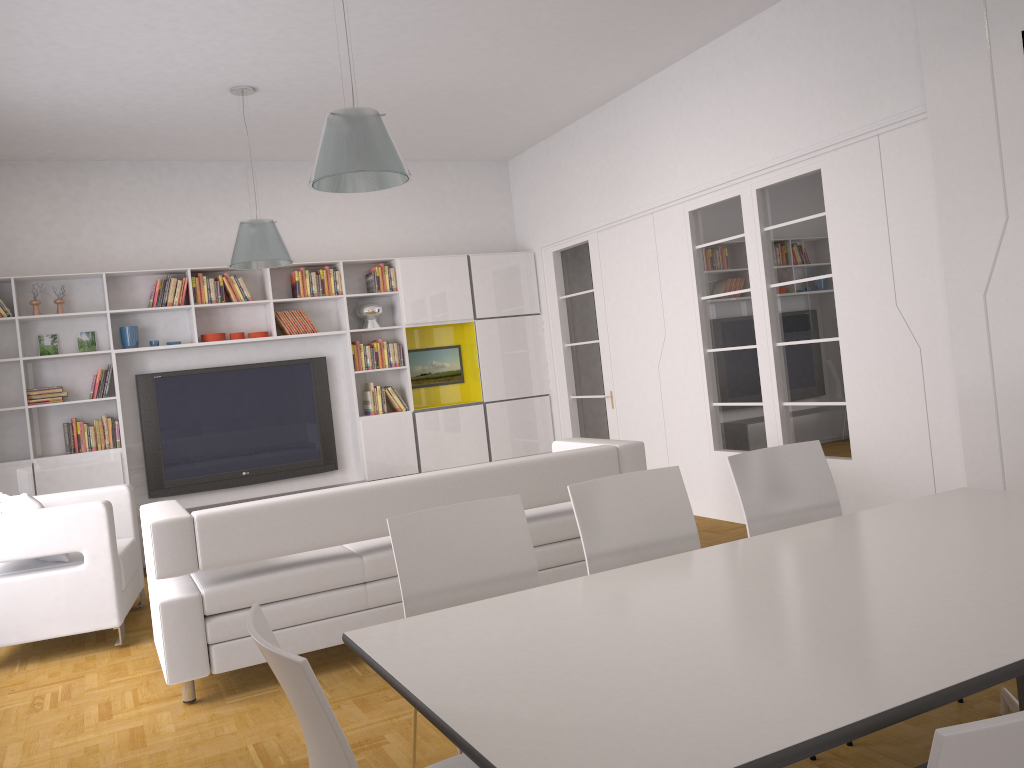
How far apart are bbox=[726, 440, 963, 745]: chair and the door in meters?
4.4

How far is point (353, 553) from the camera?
4.4m

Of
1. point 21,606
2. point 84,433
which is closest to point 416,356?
point 84,433

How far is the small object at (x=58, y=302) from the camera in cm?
729

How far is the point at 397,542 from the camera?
2.81m

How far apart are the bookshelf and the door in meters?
0.3

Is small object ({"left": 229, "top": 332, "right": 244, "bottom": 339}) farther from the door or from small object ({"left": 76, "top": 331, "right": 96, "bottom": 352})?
the door

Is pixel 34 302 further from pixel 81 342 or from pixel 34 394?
pixel 34 394

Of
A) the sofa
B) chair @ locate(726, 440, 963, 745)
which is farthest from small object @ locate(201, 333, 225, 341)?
chair @ locate(726, 440, 963, 745)

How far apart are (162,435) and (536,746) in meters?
6.9
